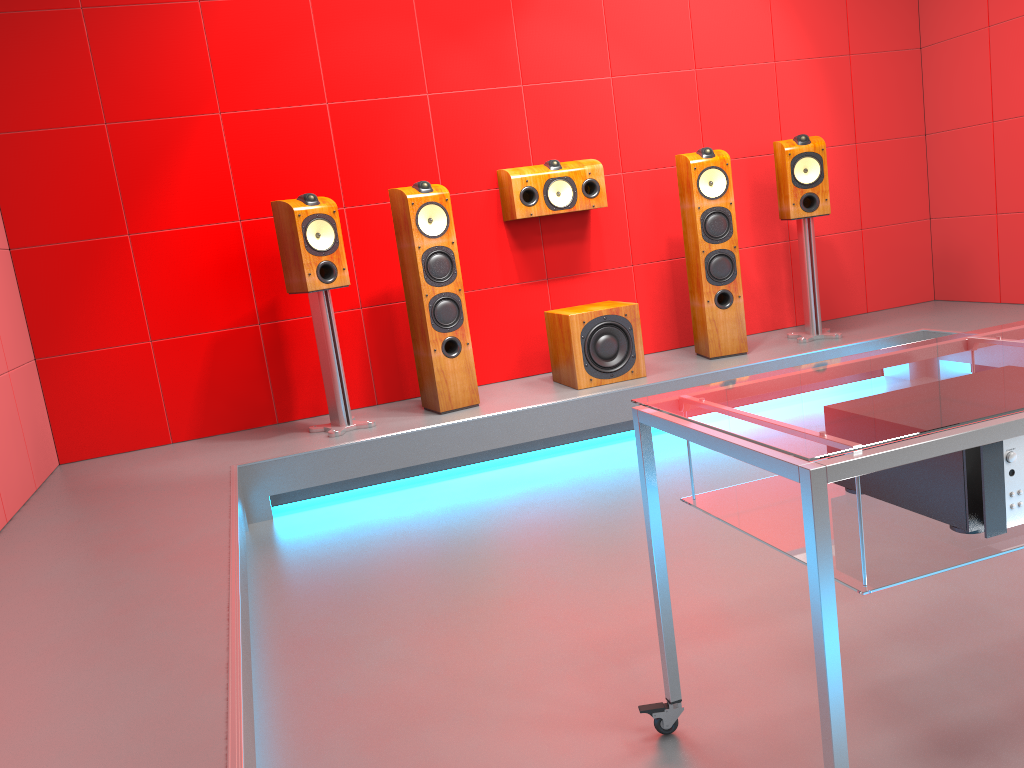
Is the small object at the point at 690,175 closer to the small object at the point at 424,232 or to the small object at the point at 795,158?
the small object at the point at 795,158

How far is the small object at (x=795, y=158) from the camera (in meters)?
4.48

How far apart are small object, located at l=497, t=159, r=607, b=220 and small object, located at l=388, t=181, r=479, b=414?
0.4 meters

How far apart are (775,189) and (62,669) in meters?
4.4 m

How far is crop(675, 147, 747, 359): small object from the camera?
4.4 meters

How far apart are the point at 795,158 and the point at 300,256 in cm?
251

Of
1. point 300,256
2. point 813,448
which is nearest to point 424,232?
point 300,256

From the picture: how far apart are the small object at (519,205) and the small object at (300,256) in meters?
1.0

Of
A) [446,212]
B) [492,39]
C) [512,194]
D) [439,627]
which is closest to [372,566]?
[439,627]

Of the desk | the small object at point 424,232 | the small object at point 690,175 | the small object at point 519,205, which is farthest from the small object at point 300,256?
the desk
